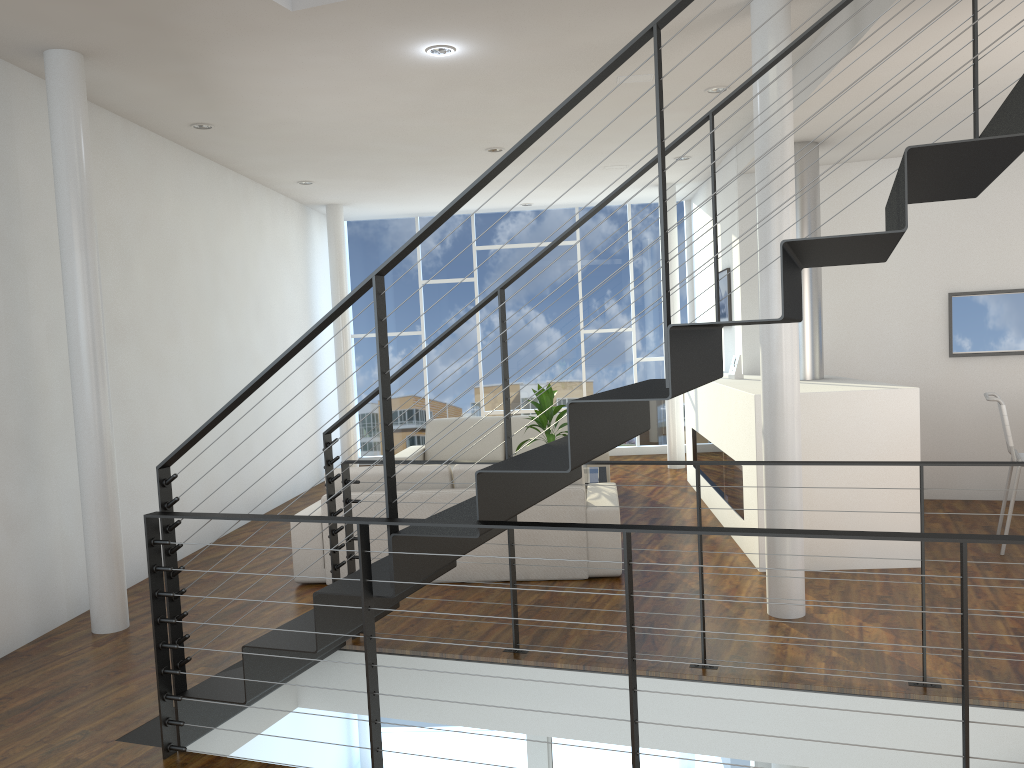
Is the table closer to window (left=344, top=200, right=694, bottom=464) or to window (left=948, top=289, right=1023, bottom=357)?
window (left=948, top=289, right=1023, bottom=357)

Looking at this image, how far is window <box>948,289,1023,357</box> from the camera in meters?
5.6

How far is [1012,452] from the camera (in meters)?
4.25

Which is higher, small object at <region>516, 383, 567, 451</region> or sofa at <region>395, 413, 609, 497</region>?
small object at <region>516, 383, 567, 451</region>

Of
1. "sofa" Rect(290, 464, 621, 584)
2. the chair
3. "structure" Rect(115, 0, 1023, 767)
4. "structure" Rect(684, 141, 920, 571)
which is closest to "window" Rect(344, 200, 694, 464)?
"structure" Rect(684, 141, 920, 571)

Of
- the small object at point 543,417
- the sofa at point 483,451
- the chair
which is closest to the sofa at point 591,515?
the small object at point 543,417

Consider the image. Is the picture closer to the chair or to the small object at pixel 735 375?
the small object at pixel 735 375

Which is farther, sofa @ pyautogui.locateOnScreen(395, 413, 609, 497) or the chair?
sofa @ pyautogui.locateOnScreen(395, 413, 609, 497)

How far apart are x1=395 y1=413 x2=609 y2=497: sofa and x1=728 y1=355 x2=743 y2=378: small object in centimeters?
114cm

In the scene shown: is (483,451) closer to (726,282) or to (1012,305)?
(726,282)
